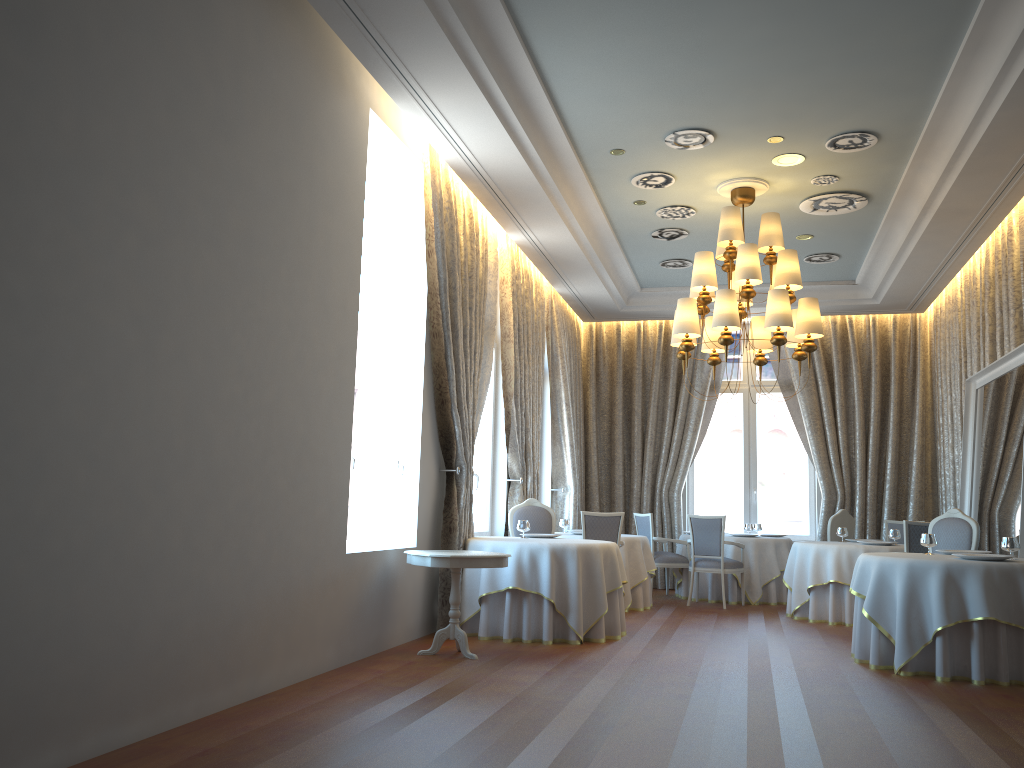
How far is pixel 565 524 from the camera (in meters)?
11.04

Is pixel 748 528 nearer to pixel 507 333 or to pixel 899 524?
pixel 899 524

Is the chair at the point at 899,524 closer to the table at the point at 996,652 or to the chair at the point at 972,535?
the chair at the point at 972,535

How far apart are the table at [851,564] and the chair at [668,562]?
1.79m

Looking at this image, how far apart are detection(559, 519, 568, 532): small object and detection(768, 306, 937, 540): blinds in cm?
398

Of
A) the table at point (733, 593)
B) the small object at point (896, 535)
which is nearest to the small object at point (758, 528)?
the table at point (733, 593)

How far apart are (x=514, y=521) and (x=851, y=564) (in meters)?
3.58

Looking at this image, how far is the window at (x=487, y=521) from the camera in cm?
1019

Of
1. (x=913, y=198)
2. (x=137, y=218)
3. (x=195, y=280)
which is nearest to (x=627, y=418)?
(x=913, y=198)

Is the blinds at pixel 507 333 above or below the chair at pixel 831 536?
above
